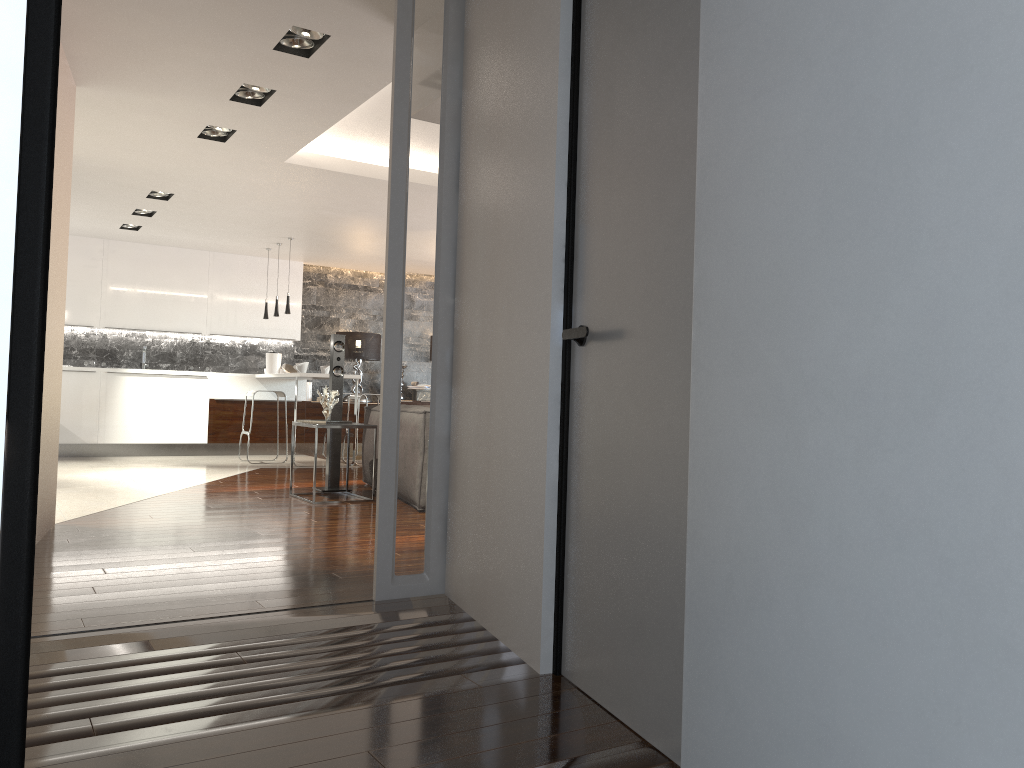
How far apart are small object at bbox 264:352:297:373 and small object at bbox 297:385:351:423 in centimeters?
478cm

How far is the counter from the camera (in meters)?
9.59

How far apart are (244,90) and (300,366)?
5.1 meters

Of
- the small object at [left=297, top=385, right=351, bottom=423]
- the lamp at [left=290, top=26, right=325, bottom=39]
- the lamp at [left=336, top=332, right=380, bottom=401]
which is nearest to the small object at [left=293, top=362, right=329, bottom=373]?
the lamp at [left=336, top=332, right=380, bottom=401]

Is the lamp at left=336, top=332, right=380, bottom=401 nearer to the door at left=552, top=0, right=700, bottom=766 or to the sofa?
the sofa

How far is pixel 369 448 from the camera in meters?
7.4

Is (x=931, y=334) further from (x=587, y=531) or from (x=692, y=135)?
(x=587, y=531)

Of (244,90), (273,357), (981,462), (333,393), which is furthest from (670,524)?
(273,357)

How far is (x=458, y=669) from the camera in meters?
2.6

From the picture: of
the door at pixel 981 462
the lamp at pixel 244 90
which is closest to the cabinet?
the lamp at pixel 244 90
